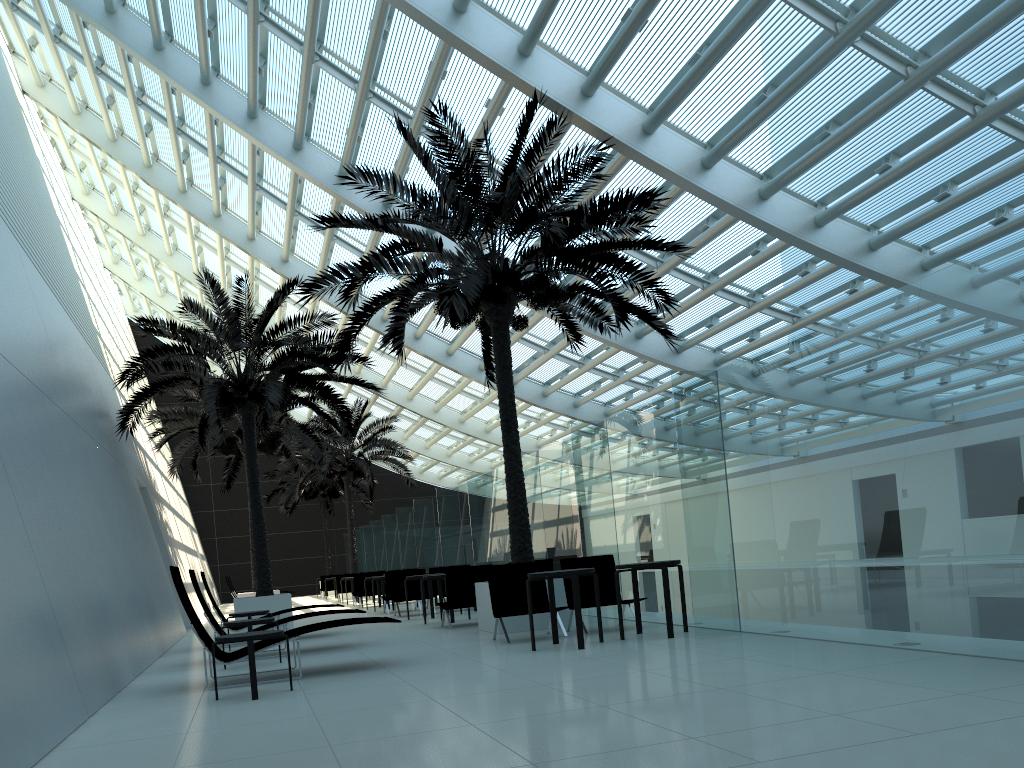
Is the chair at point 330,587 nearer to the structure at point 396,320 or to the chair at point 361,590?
the chair at point 361,590

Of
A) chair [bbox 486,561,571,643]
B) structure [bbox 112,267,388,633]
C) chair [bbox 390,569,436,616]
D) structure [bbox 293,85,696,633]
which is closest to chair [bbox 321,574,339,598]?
structure [bbox 112,267,388,633]

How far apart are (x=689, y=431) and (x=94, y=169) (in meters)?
23.84

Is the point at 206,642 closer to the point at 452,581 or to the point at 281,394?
the point at 452,581

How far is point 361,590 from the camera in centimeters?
2207cm

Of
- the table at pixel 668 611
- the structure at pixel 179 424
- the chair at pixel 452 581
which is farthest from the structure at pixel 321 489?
the table at pixel 668 611

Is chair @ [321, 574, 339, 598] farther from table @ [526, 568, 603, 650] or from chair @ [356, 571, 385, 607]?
table @ [526, 568, 603, 650]

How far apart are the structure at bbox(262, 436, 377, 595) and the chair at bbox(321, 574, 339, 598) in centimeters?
413cm

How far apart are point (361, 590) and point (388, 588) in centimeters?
465cm

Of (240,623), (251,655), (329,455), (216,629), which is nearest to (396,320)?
(240,623)
